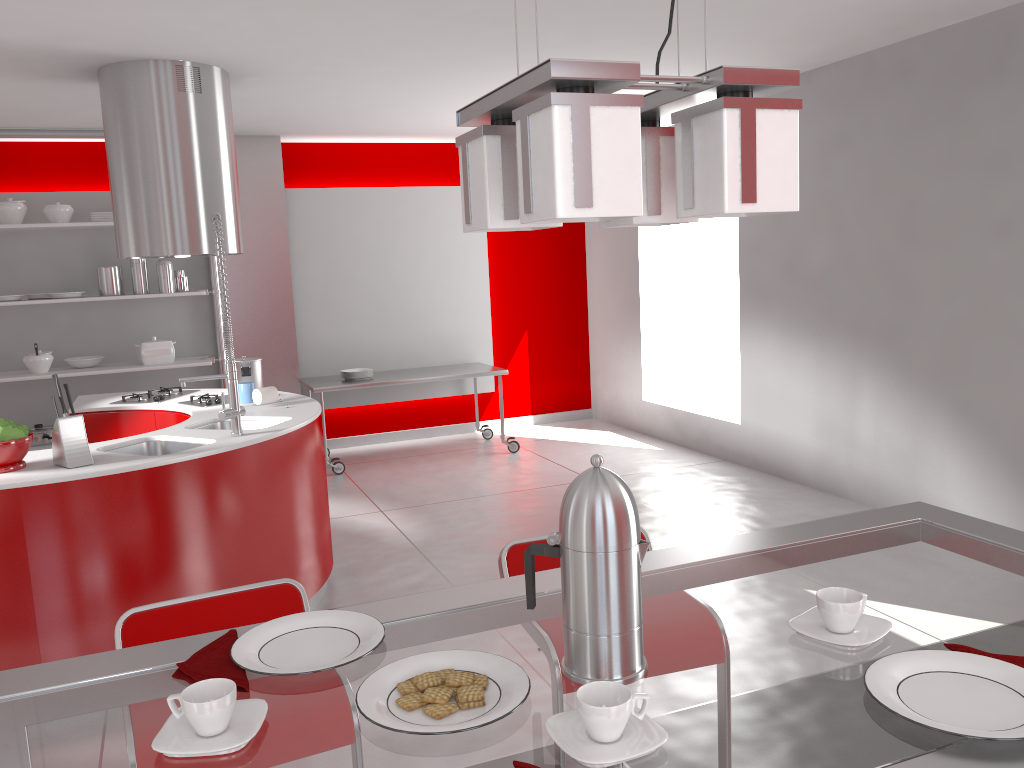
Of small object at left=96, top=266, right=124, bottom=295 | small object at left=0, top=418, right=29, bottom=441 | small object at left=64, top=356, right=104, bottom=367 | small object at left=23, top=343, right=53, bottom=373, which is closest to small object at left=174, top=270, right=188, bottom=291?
small object at left=96, top=266, right=124, bottom=295

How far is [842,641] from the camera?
1.2m

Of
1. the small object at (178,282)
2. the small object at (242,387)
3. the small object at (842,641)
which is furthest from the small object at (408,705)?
the small object at (178,282)

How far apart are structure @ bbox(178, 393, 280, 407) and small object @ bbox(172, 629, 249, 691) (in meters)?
3.42

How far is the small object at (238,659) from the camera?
1.2 meters

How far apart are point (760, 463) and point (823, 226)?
1.72m

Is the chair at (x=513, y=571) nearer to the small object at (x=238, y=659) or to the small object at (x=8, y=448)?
the small object at (x=238, y=659)

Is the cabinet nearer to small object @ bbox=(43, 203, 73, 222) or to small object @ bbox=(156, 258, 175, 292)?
small object @ bbox=(156, 258, 175, 292)

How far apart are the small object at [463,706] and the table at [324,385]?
5.67m

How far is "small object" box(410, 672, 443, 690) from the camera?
1.11m
